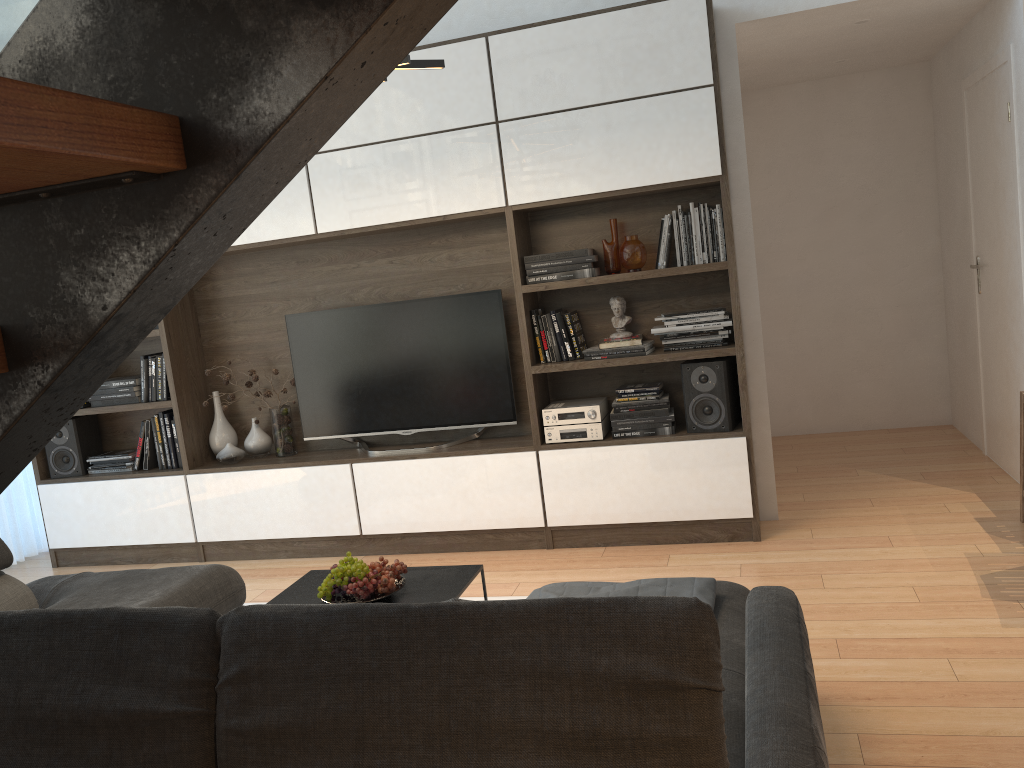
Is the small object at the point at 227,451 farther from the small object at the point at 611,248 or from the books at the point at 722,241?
the books at the point at 722,241

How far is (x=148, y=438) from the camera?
5.0 meters

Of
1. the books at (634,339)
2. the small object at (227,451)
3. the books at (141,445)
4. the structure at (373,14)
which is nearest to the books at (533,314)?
the books at (634,339)

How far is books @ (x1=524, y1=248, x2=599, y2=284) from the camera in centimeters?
422cm

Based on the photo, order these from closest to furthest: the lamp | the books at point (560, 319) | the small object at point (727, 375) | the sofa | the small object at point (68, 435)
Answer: the sofa → the lamp → the small object at point (727, 375) → the books at point (560, 319) → the small object at point (68, 435)

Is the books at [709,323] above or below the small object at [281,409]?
above

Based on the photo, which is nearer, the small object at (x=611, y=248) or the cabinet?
the cabinet

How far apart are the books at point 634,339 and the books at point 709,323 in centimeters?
8cm

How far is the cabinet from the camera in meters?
4.0

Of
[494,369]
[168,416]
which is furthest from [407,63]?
[168,416]
